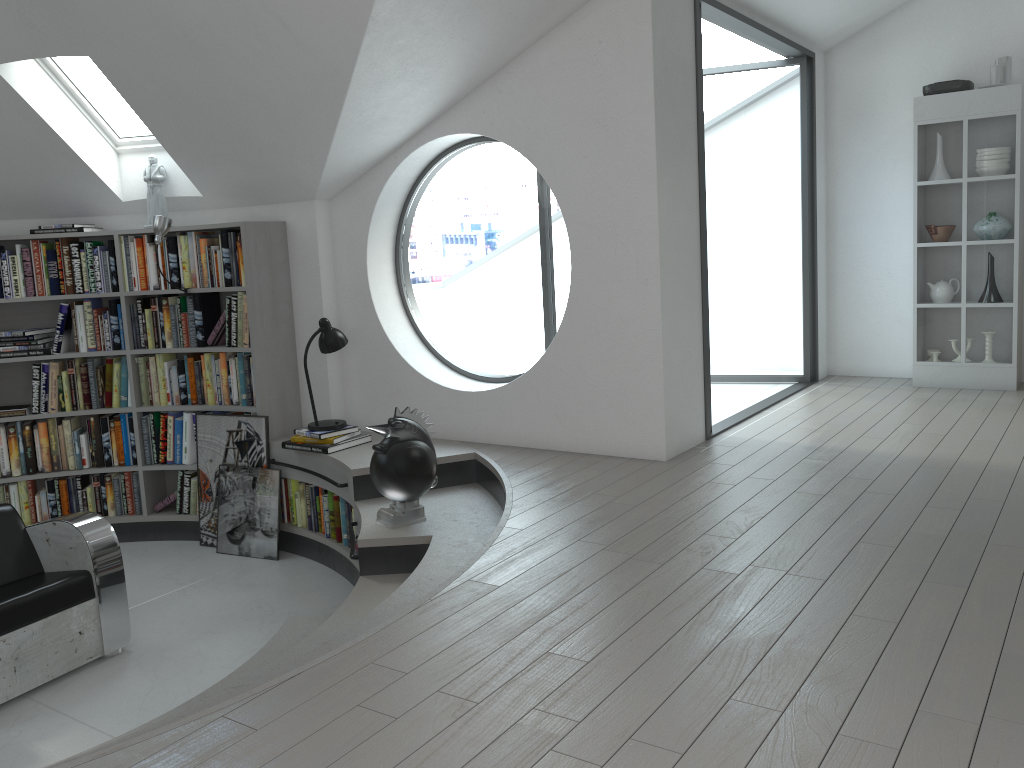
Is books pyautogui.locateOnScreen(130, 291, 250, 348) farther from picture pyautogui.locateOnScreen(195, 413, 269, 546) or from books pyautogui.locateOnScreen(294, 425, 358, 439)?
books pyautogui.locateOnScreen(294, 425, 358, 439)

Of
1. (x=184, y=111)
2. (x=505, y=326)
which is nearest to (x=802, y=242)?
(x=505, y=326)

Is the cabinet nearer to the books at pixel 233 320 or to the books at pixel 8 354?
the books at pixel 233 320

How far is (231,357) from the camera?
5.6 meters

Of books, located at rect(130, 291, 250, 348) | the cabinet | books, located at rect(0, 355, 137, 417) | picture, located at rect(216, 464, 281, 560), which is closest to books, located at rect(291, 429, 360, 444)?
picture, located at rect(216, 464, 281, 560)

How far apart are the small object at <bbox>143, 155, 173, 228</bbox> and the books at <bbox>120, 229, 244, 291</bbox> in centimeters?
16cm

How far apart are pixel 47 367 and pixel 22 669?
2.5 meters

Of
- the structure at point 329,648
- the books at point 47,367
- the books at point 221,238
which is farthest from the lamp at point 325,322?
the books at point 47,367

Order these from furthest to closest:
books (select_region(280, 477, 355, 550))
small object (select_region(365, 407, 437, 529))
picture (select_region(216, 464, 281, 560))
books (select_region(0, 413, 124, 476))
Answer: books (select_region(0, 413, 124, 476)) → picture (select_region(216, 464, 281, 560)) → books (select_region(280, 477, 355, 550)) → small object (select_region(365, 407, 437, 529))

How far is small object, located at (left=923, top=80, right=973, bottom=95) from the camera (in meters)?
5.84
